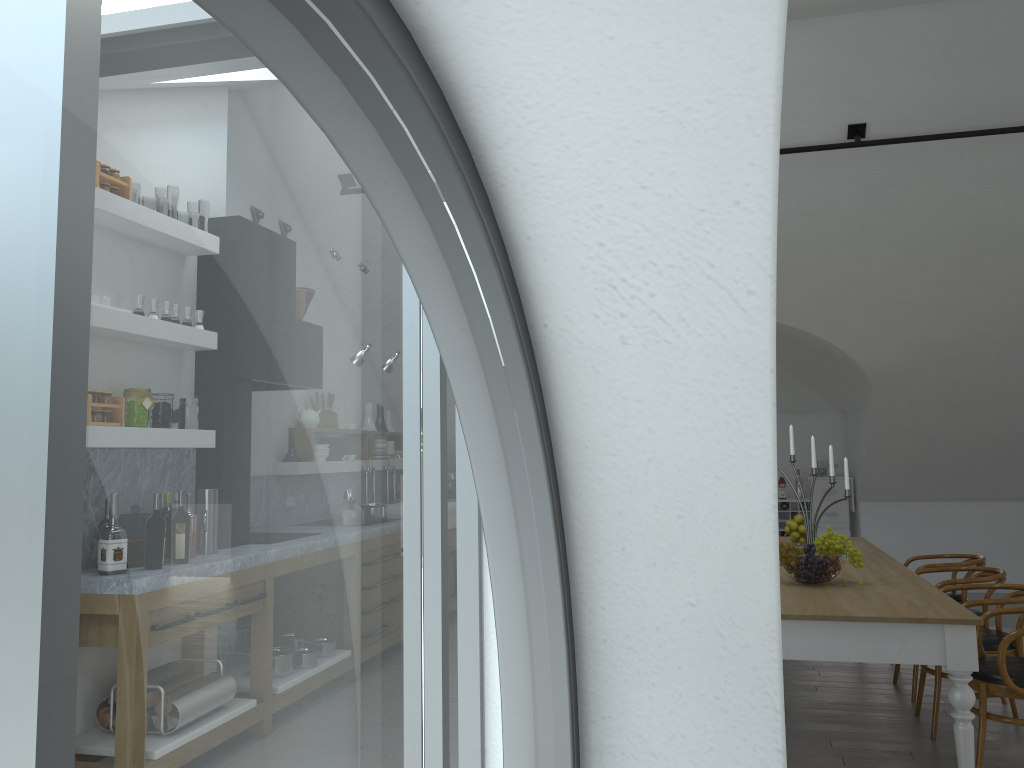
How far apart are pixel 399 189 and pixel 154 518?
22.45m

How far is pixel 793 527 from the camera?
6.15m

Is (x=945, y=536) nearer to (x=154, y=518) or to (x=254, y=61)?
(x=254, y=61)

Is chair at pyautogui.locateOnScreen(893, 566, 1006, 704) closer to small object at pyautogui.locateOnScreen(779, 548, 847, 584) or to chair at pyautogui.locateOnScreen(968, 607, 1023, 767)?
chair at pyautogui.locateOnScreen(968, 607, 1023, 767)

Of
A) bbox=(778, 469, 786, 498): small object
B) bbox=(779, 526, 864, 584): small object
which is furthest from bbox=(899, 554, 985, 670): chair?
bbox=(778, 469, 786, 498): small object

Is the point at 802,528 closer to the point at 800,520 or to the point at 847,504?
the point at 800,520

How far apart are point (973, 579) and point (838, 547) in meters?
1.4 m

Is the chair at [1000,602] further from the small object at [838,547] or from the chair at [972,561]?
the chair at [972,561]

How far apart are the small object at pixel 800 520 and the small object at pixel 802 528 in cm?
7

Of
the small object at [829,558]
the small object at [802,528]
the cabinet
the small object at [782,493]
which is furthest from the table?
the small object at [782,493]
